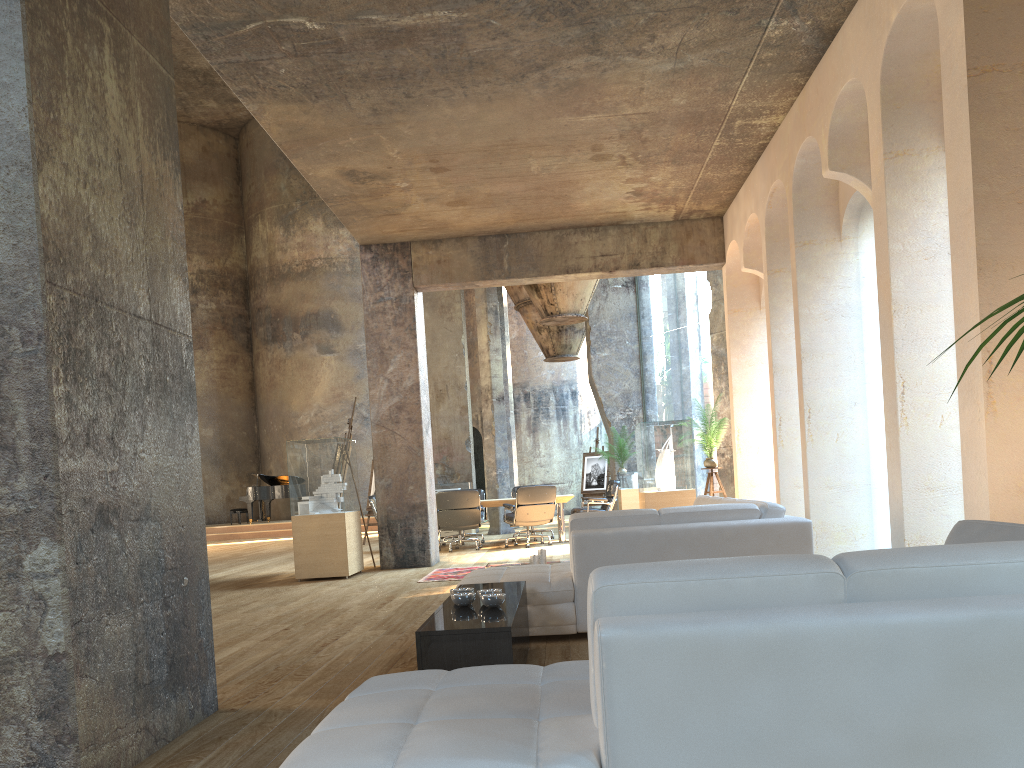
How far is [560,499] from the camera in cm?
1289

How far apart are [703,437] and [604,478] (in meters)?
8.73

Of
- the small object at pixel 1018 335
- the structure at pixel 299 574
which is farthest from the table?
the small object at pixel 1018 335

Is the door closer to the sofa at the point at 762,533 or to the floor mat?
the floor mat

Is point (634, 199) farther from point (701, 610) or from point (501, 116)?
point (701, 610)

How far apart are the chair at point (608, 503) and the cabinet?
8.52m

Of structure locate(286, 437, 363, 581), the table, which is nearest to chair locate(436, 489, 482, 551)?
the table

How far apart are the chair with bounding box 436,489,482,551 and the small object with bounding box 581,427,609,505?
7.16m

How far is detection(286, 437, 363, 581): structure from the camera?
9.42m

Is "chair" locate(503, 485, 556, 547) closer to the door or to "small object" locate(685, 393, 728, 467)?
"small object" locate(685, 393, 728, 467)
